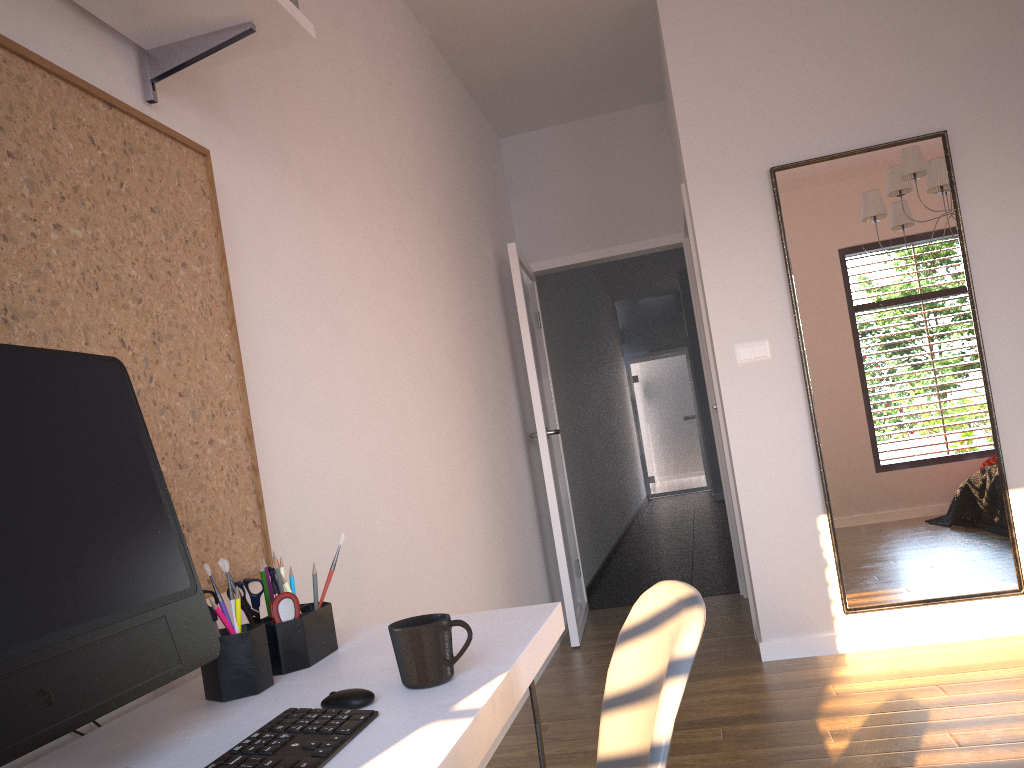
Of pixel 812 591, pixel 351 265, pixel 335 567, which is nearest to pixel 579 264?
pixel 812 591

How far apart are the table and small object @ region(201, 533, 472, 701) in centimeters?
1cm

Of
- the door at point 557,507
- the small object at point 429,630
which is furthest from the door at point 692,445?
the small object at point 429,630

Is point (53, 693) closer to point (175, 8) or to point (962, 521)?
point (175, 8)

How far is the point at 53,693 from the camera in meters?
0.9 m

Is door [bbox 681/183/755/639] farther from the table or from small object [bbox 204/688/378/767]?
small object [bbox 204/688/378/767]

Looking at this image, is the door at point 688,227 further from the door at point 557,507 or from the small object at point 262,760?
the small object at point 262,760

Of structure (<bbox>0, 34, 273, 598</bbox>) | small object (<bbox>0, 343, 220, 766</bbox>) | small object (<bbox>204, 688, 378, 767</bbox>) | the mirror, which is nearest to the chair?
small object (<bbox>204, 688, 378, 767</bbox>)

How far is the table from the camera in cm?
91

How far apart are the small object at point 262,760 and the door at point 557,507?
3.4m
